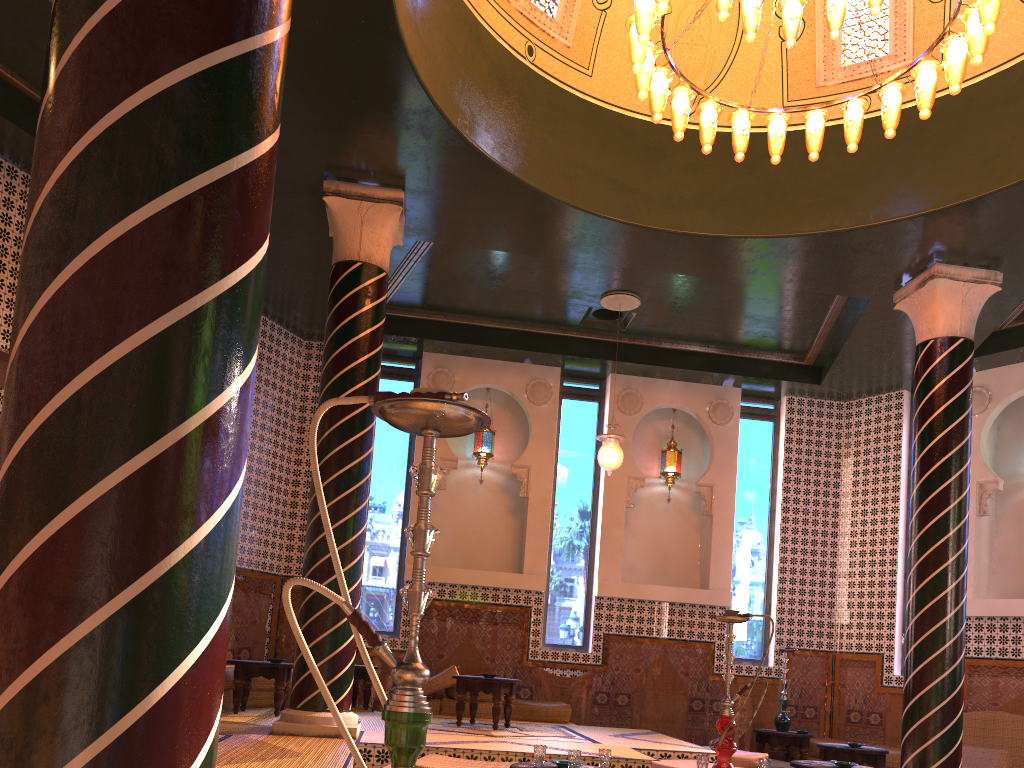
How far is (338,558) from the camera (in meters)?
2.12

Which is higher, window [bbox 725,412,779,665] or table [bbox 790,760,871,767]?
window [bbox 725,412,779,665]

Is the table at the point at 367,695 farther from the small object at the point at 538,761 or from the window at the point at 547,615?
the small object at the point at 538,761

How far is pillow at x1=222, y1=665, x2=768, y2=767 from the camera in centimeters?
697cm

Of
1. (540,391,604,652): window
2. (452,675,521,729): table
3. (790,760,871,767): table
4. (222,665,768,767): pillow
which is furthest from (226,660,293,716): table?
(790,760,871,767): table

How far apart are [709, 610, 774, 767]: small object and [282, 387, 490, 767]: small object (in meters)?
4.54

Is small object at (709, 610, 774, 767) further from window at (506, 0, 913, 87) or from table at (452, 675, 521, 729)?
window at (506, 0, 913, 87)

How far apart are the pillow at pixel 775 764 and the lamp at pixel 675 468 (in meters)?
4.10

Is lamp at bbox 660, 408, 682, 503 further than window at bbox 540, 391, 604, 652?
Yes

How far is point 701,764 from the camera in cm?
598
